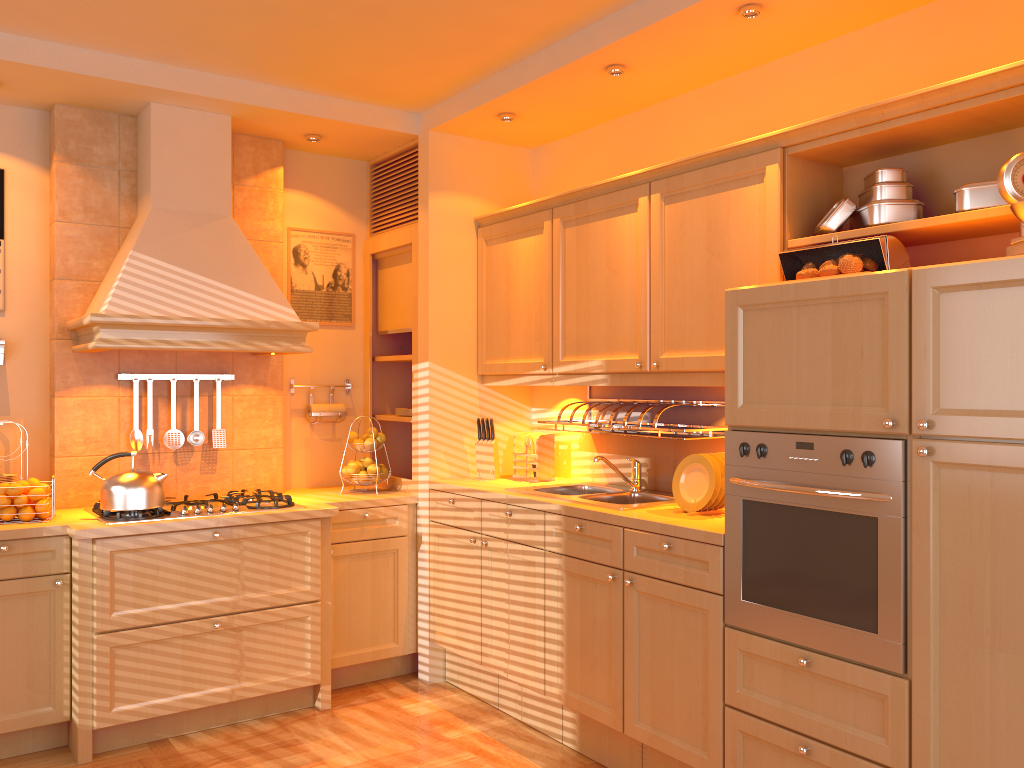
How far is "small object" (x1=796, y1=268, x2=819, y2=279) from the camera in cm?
256

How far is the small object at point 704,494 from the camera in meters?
3.1 m

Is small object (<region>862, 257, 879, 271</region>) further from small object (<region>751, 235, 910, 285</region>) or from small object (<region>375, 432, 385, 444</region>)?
small object (<region>375, 432, 385, 444</region>)

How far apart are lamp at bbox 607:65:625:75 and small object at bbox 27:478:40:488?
2.76m

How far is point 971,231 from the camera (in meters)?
2.54

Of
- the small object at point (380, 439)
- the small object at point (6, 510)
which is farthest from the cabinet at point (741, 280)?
the small object at point (6, 510)

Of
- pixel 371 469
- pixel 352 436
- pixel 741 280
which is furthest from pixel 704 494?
pixel 352 436

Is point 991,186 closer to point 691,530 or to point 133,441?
point 691,530

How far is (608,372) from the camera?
3.5m

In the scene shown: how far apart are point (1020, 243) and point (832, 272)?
0.52m
